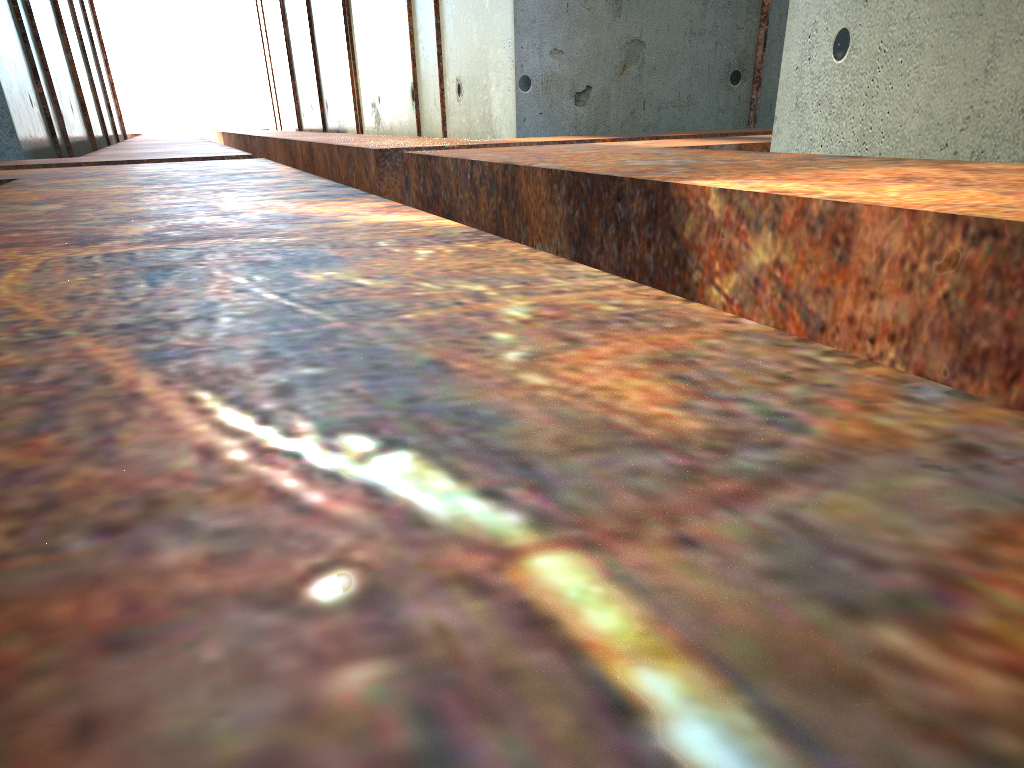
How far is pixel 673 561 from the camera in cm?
43

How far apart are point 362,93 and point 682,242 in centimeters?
1496cm
